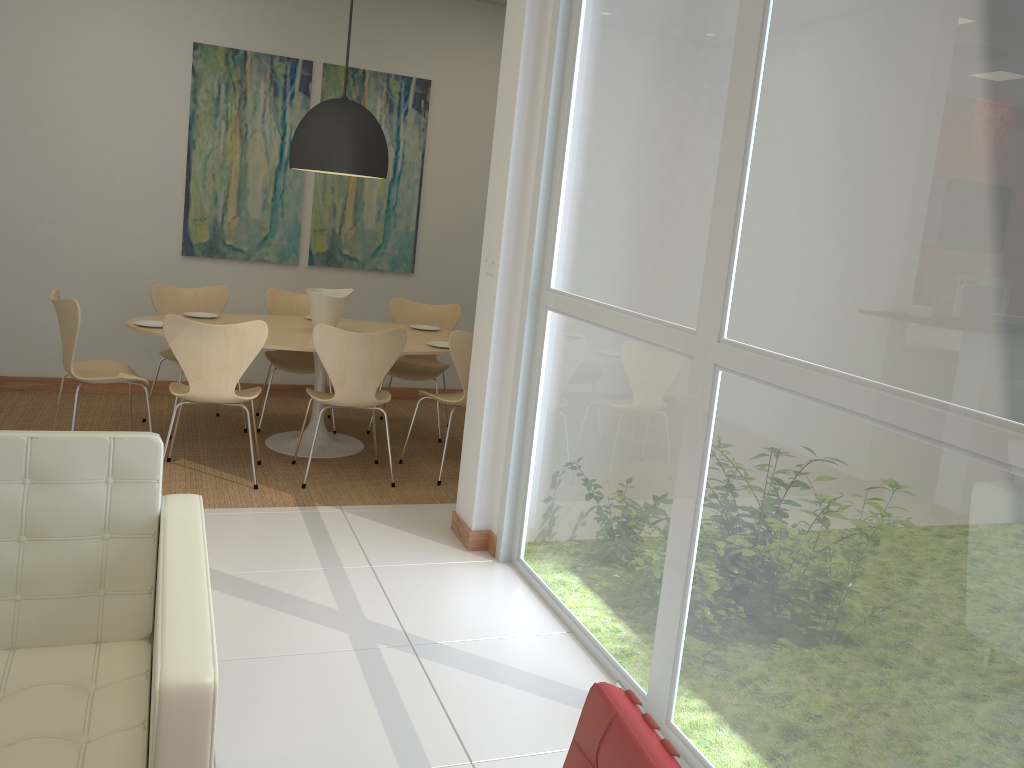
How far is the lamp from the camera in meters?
5.1 m

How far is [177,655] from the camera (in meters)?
1.58

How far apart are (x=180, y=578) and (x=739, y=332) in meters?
1.6 m

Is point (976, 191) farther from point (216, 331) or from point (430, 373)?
point (430, 373)

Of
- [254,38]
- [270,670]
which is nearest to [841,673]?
[270,670]

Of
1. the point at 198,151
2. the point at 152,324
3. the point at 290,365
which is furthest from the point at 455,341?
the point at 198,151

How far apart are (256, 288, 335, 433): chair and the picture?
0.60m

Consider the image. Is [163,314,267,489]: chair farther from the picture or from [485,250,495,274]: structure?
the picture

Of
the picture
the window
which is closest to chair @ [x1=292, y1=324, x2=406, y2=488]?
the window

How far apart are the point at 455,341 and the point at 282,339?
1.01m
